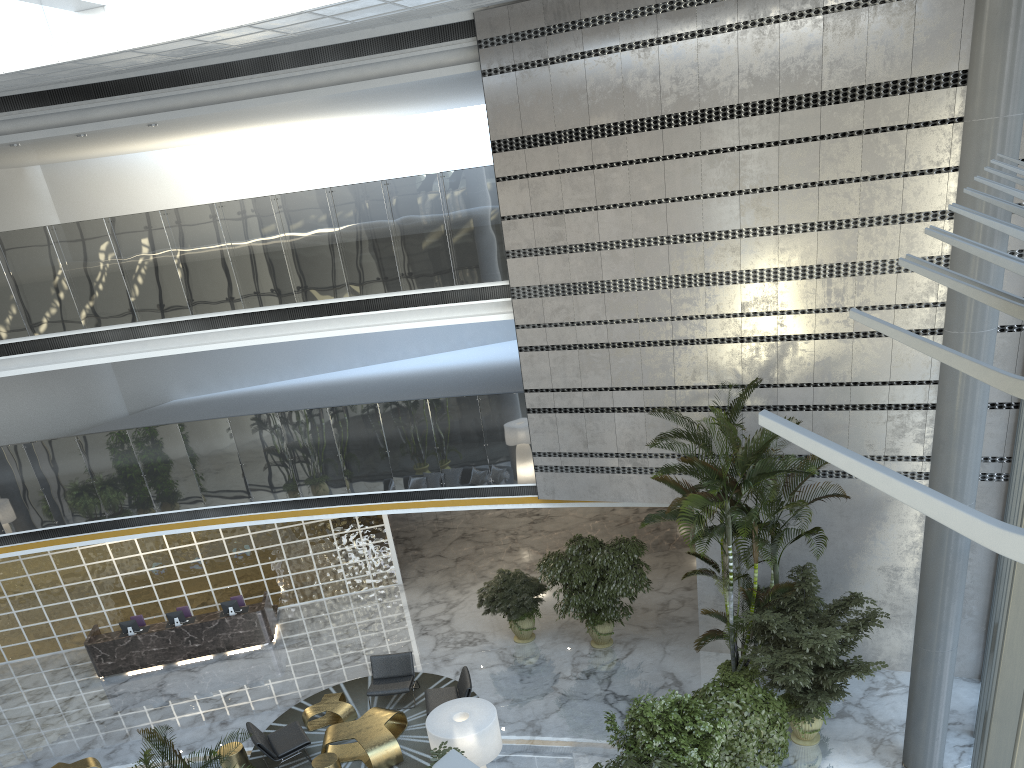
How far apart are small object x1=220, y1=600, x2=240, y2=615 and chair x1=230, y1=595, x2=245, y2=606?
0.5m

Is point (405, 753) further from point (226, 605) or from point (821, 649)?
point (821, 649)

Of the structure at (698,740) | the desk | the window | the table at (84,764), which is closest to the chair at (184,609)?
the desk

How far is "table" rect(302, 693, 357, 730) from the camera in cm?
1181

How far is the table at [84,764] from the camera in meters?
11.4 m

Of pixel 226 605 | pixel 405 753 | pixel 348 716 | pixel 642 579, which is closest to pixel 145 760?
pixel 405 753

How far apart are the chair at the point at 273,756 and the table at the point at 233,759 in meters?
0.2 m

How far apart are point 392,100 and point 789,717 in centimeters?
1146cm

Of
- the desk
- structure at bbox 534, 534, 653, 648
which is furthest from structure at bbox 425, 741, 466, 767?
the desk

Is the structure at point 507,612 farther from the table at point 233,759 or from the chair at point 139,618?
the chair at point 139,618
